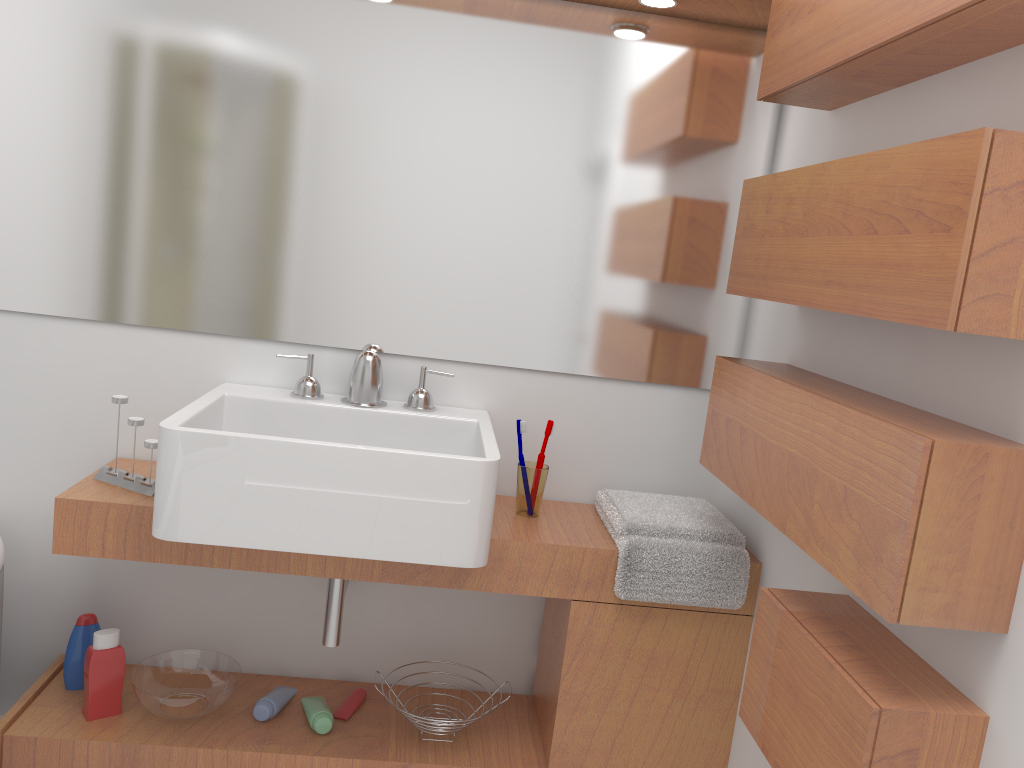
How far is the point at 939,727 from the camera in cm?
117

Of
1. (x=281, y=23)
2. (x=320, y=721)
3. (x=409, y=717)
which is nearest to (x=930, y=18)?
(x=281, y=23)

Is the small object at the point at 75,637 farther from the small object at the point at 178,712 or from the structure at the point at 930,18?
the structure at the point at 930,18

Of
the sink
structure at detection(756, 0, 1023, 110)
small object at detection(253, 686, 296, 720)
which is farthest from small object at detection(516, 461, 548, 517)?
structure at detection(756, 0, 1023, 110)

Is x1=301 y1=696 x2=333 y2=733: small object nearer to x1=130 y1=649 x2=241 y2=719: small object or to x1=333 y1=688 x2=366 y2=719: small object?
x1=333 y1=688 x2=366 y2=719: small object

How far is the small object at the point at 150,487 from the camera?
1.9m

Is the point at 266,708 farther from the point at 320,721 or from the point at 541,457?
the point at 541,457

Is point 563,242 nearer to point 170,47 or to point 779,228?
point 779,228

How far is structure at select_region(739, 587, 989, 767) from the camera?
1.17m

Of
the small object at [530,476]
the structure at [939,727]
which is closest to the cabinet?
the small object at [530,476]
